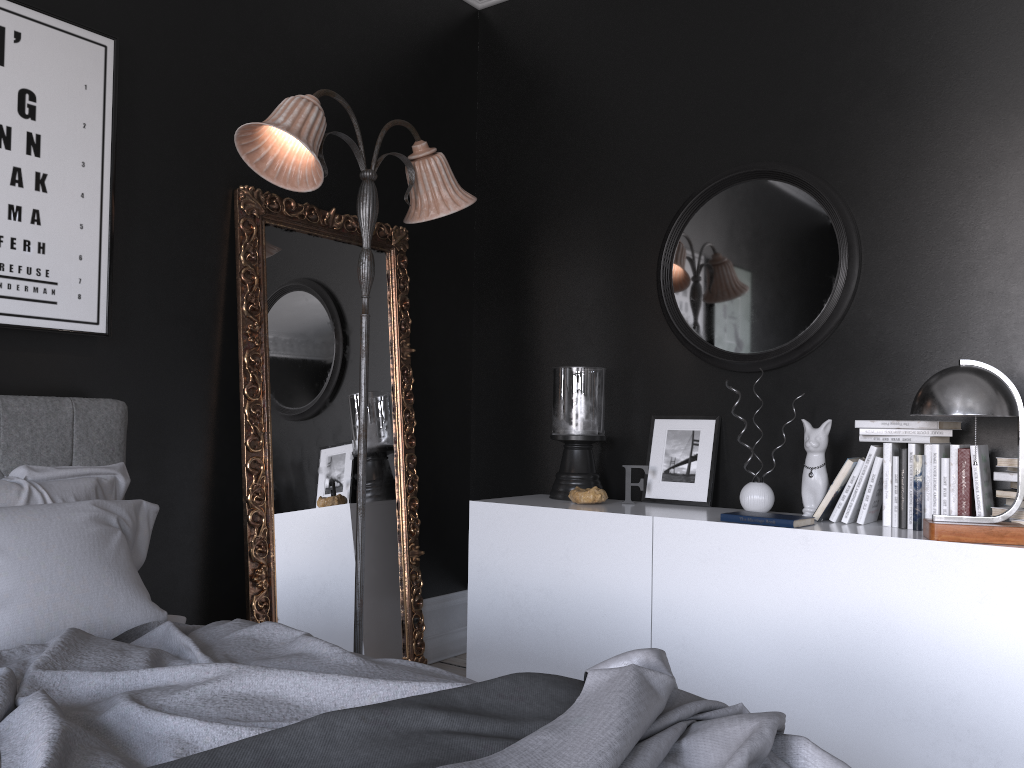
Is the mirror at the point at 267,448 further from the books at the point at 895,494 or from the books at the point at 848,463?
the books at the point at 895,494

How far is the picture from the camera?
2.9 meters

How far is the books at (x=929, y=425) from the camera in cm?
316

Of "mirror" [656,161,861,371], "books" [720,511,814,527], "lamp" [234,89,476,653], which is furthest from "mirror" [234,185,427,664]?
"books" [720,511,814,527]

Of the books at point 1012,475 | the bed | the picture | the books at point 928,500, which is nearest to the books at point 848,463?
the books at point 928,500

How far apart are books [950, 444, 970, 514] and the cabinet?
0.2m

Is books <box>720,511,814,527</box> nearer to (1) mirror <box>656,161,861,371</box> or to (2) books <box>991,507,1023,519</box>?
(2) books <box>991,507,1023,519</box>

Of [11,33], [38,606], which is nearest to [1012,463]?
[38,606]

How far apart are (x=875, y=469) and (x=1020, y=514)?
0.5 meters

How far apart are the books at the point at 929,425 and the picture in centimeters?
277cm
